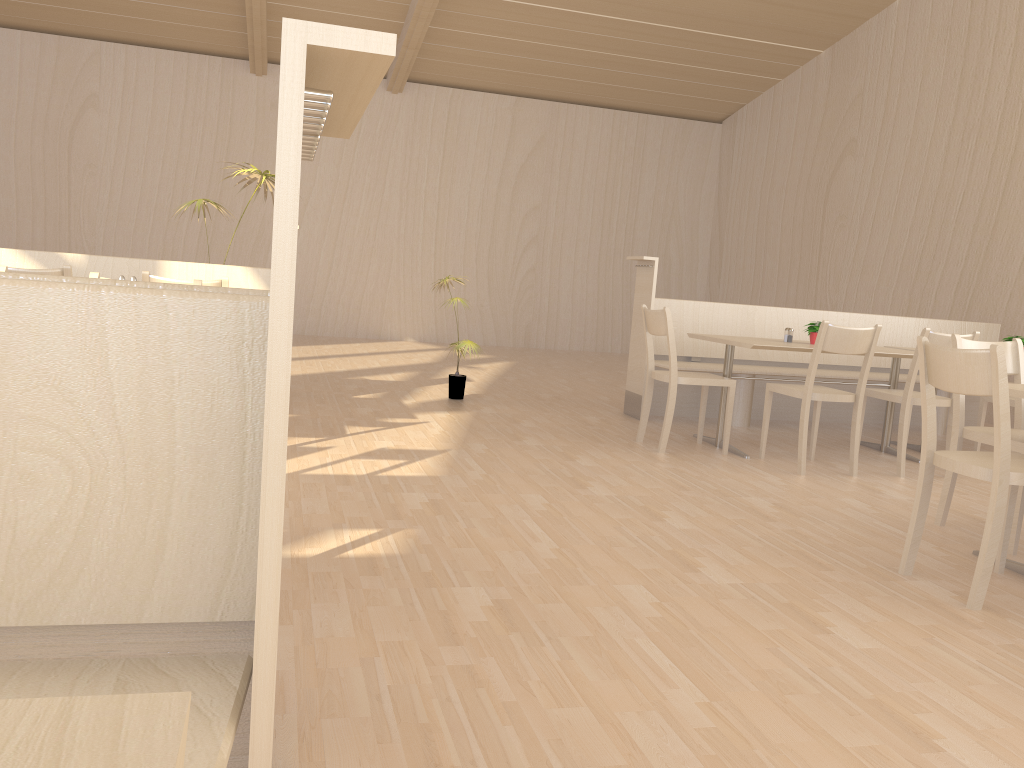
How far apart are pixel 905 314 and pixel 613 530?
6.25m

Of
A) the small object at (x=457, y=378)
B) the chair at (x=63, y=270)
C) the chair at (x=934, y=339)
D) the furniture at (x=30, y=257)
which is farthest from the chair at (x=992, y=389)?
the furniture at (x=30, y=257)

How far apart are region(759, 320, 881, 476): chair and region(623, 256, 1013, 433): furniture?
0.9 meters

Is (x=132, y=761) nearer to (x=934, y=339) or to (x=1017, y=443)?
(x=1017, y=443)

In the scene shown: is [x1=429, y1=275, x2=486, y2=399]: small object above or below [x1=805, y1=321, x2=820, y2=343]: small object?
below

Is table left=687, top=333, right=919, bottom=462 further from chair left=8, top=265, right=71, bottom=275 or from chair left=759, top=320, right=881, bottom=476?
chair left=8, top=265, right=71, bottom=275

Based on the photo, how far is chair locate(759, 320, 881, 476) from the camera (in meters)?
4.40

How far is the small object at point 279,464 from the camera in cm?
88

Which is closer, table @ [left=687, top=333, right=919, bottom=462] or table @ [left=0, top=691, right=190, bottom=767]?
table @ [left=0, top=691, right=190, bottom=767]

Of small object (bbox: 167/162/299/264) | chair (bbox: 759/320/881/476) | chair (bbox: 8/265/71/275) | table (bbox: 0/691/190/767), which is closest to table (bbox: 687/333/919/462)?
chair (bbox: 759/320/881/476)
